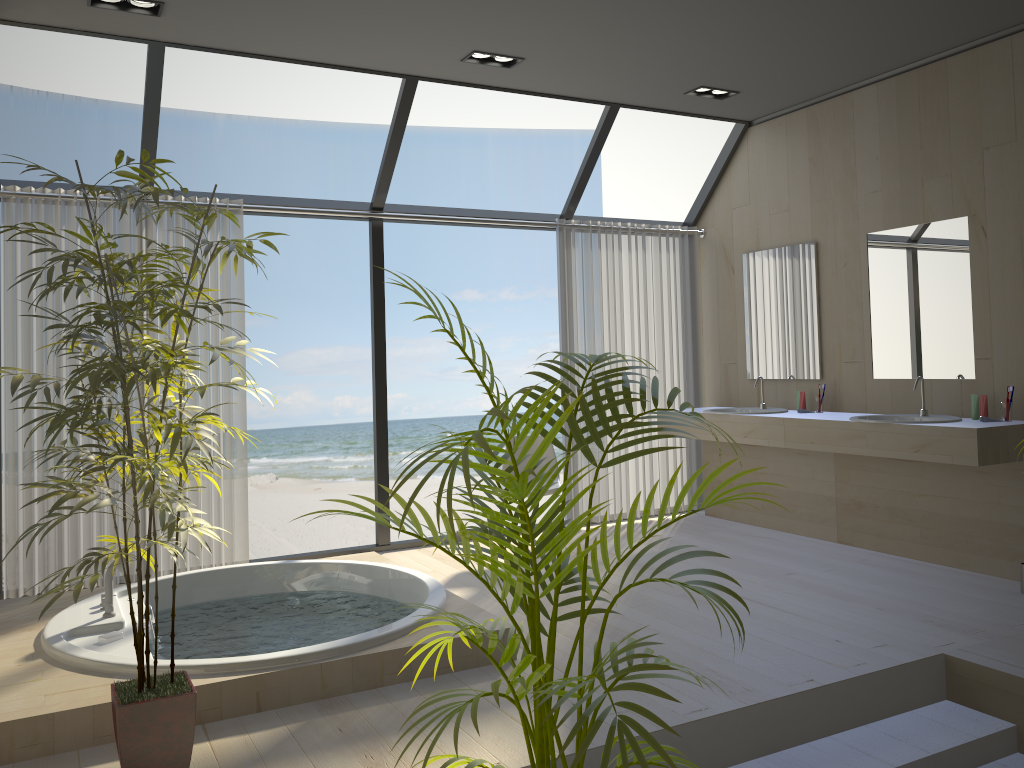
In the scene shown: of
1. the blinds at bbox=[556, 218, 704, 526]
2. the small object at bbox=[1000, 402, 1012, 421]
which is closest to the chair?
the blinds at bbox=[556, 218, 704, 526]

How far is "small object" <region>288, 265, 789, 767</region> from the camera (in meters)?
1.49

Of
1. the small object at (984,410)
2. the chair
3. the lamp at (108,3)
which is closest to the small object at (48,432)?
the lamp at (108,3)

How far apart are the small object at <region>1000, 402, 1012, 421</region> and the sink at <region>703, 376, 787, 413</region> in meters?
1.5

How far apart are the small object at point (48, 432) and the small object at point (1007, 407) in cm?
368

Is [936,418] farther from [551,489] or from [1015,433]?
[551,489]

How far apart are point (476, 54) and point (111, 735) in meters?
3.6

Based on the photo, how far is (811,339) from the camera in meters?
5.6 m

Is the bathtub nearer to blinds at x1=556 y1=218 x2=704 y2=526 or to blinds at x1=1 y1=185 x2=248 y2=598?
blinds at x1=1 y1=185 x2=248 y2=598

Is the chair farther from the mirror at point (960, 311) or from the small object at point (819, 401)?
the mirror at point (960, 311)
